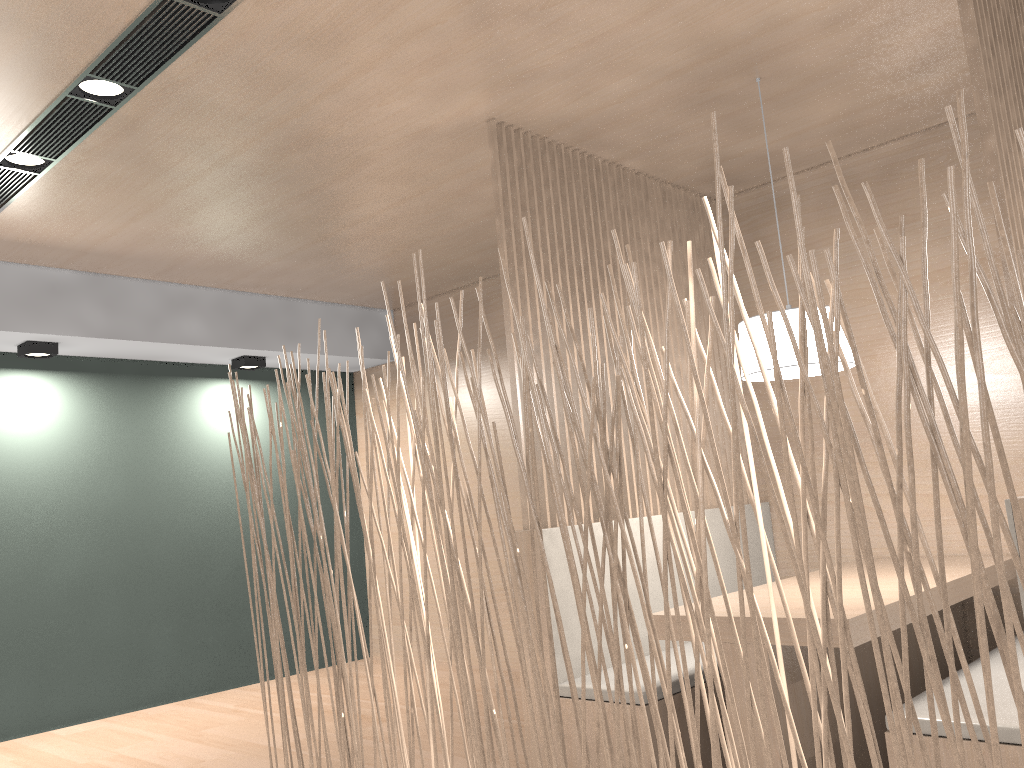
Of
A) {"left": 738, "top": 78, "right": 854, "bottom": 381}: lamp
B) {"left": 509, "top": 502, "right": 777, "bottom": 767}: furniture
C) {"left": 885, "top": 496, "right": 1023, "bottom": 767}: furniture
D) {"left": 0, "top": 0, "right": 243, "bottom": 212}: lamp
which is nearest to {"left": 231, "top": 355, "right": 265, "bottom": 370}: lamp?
{"left": 0, "top": 0, "right": 243, "bottom": 212}: lamp

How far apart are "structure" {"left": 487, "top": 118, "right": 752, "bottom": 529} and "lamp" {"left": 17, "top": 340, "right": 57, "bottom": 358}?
1.9 meters

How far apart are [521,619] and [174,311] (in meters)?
2.03

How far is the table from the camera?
1.62m

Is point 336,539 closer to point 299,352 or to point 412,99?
point 299,352

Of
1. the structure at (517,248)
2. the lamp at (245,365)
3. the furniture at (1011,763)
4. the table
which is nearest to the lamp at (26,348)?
the lamp at (245,365)

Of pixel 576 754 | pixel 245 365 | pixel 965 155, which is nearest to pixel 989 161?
pixel 965 155

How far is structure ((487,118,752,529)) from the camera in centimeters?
222cm

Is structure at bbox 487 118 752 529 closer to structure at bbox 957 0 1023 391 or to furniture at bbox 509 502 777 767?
furniture at bbox 509 502 777 767

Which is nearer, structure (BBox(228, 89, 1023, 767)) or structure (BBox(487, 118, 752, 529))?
structure (BBox(228, 89, 1023, 767))
